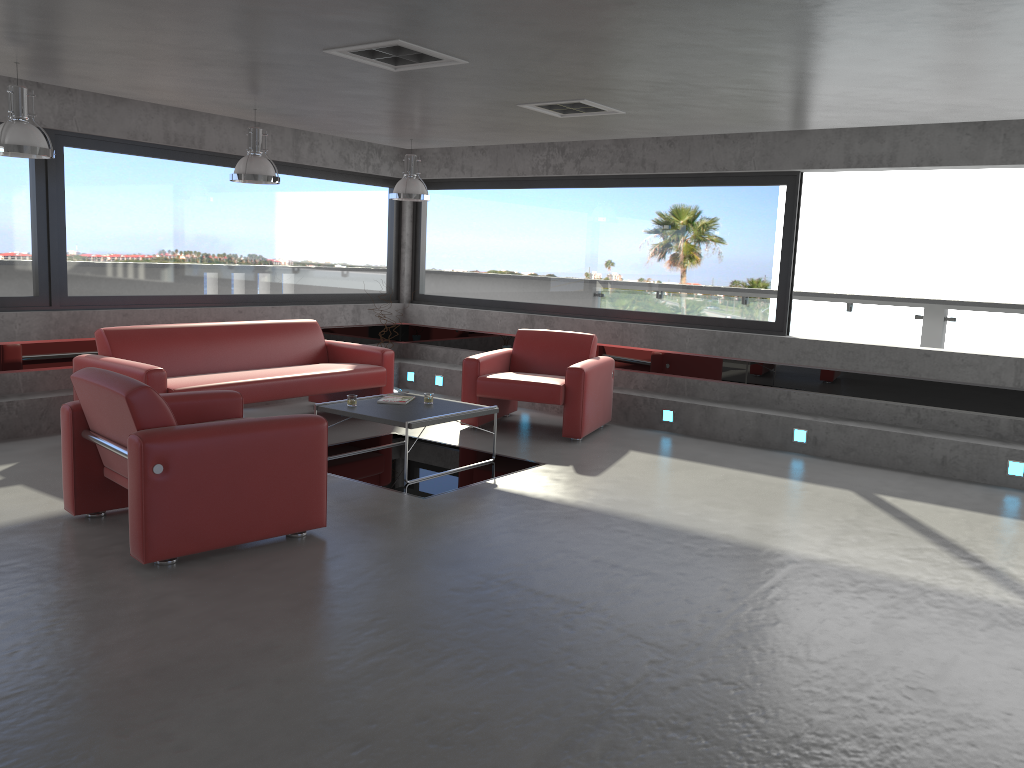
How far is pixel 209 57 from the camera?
5.10m

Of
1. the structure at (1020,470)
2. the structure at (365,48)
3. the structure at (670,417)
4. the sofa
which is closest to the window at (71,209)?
the sofa

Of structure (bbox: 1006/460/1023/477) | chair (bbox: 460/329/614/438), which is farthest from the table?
structure (bbox: 1006/460/1023/477)

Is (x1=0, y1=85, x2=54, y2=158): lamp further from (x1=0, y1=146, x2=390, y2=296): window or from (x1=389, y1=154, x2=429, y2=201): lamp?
(x1=389, y1=154, x2=429, y2=201): lamp

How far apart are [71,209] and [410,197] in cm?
292

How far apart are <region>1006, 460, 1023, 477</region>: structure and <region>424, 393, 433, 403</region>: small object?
4.48m

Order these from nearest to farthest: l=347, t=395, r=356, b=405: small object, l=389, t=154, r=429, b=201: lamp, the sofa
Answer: l=347, t=395, r=356, b=405: small object, the sofa, l=389, t=154, r=429, b=201: lamp

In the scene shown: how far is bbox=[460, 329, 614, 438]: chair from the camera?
7.7 meters

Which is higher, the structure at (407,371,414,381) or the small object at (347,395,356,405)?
the small object at (347,395,356,405)

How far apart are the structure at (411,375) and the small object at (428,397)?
3.5m
